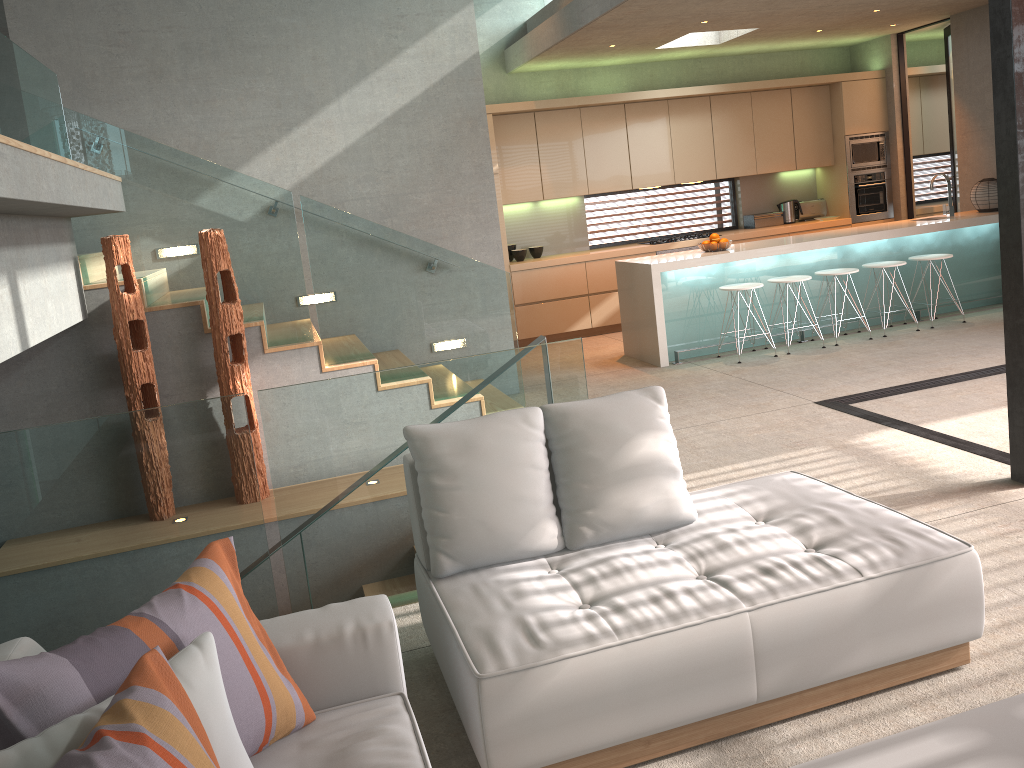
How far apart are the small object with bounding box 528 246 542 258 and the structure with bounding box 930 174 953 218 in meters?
4.1 m

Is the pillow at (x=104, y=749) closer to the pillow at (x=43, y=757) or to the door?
the pillow at (x=43, y=757)

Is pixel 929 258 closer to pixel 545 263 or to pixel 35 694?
pixel 545 263

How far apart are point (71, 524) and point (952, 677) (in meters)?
3.09

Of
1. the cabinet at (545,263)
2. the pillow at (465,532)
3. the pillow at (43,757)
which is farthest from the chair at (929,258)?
the pillow at (43,757)

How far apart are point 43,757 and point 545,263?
8.13m

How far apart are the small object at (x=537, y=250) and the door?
4.4 meters

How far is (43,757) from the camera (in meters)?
1.52

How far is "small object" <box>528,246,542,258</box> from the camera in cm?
970

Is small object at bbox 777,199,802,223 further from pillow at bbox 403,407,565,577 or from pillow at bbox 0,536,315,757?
pillow at bbox 0,536,315,757
